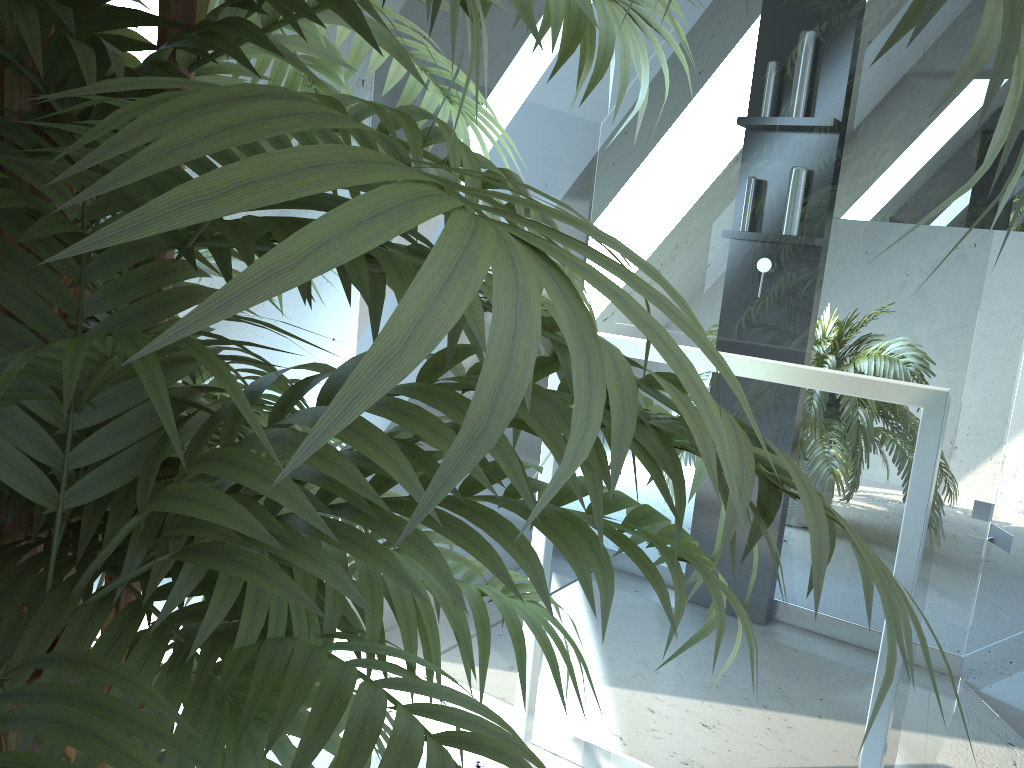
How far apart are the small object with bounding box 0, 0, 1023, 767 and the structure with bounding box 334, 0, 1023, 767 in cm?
60

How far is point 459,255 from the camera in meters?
0.2 m

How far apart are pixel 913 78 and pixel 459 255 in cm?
135

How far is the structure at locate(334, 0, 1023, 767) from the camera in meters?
1.3

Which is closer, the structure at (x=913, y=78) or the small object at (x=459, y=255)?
the small object at (x=459, y=255)

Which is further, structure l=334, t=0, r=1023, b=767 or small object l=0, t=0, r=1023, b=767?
structure l=334, t=0, r=1023, b=767

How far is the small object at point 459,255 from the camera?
0.2 meters

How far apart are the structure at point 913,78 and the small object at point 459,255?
0.6m

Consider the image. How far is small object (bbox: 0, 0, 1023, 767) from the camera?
0.2 meters
